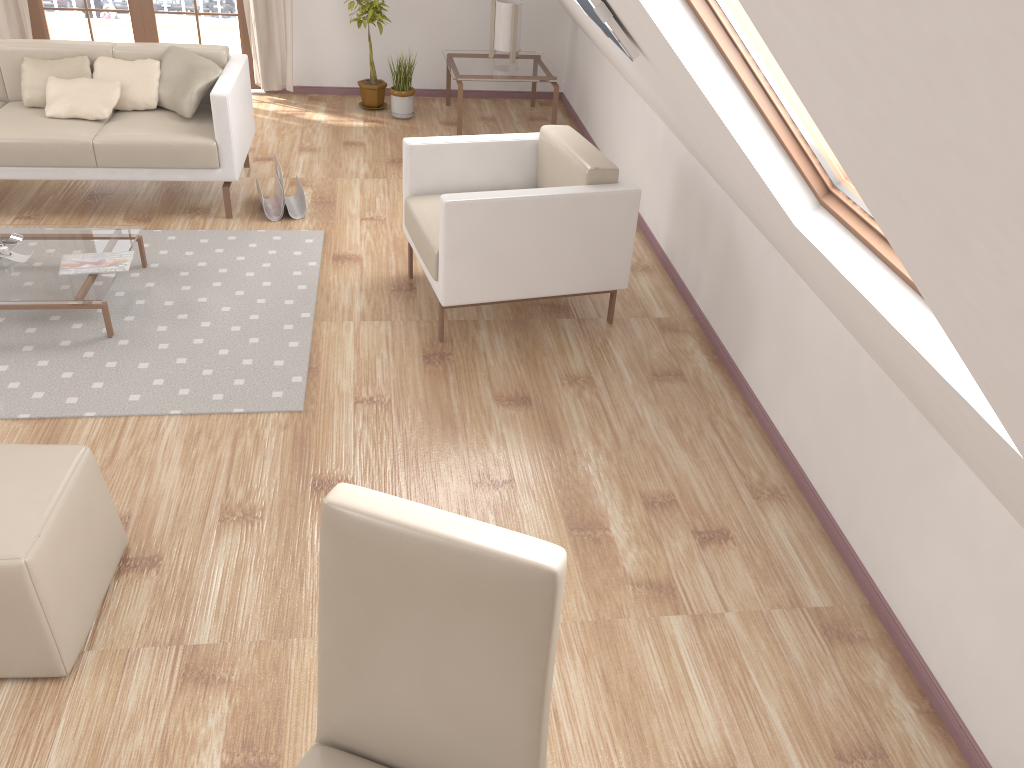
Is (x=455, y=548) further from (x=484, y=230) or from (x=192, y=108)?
(x=192, y=108)

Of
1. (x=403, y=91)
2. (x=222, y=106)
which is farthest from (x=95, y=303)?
(x=403, y=91)

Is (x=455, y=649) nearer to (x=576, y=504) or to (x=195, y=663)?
(x=195, y=663)

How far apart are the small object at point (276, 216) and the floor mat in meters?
0.2

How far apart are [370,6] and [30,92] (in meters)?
2.35

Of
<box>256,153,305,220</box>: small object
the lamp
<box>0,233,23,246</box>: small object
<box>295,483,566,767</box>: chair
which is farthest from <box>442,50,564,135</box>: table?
<box>295,483,566,767</box>: chair

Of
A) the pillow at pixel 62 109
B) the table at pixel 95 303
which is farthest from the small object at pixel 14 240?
the pillow at pixel 62 109

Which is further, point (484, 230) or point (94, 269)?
point (94, 269)

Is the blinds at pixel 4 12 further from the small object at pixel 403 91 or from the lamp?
the lamp

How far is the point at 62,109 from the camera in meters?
4.4
